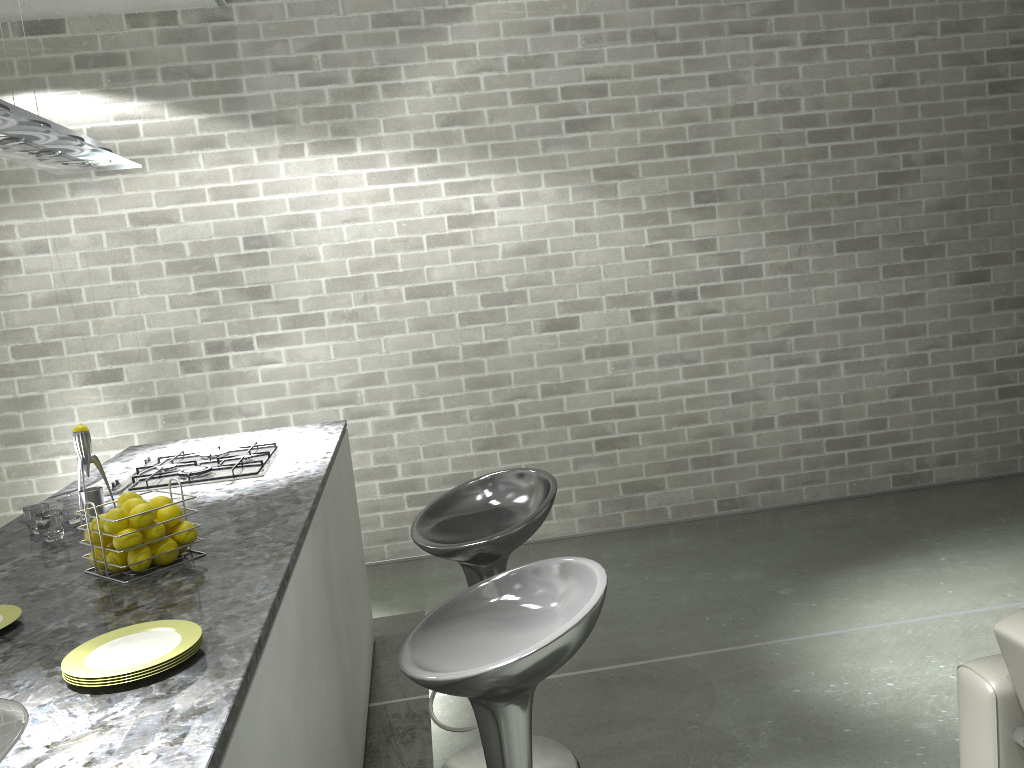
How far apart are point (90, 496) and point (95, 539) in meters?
0.4 m

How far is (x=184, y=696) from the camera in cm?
133

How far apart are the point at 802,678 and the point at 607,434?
2.0m

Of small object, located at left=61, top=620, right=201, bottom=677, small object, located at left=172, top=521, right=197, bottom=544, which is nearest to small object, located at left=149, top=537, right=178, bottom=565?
small object, located at left=172, top=521, right=197, bottom=544

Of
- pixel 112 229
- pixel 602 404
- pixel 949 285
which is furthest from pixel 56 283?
pixel 949 285

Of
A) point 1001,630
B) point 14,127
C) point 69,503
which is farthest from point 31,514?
point 1001,630

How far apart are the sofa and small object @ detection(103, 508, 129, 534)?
1.9m

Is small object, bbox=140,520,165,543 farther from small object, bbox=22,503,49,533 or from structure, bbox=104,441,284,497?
structure, bbox=104,441,284,497

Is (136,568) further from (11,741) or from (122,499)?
(11,741)

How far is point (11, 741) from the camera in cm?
124
